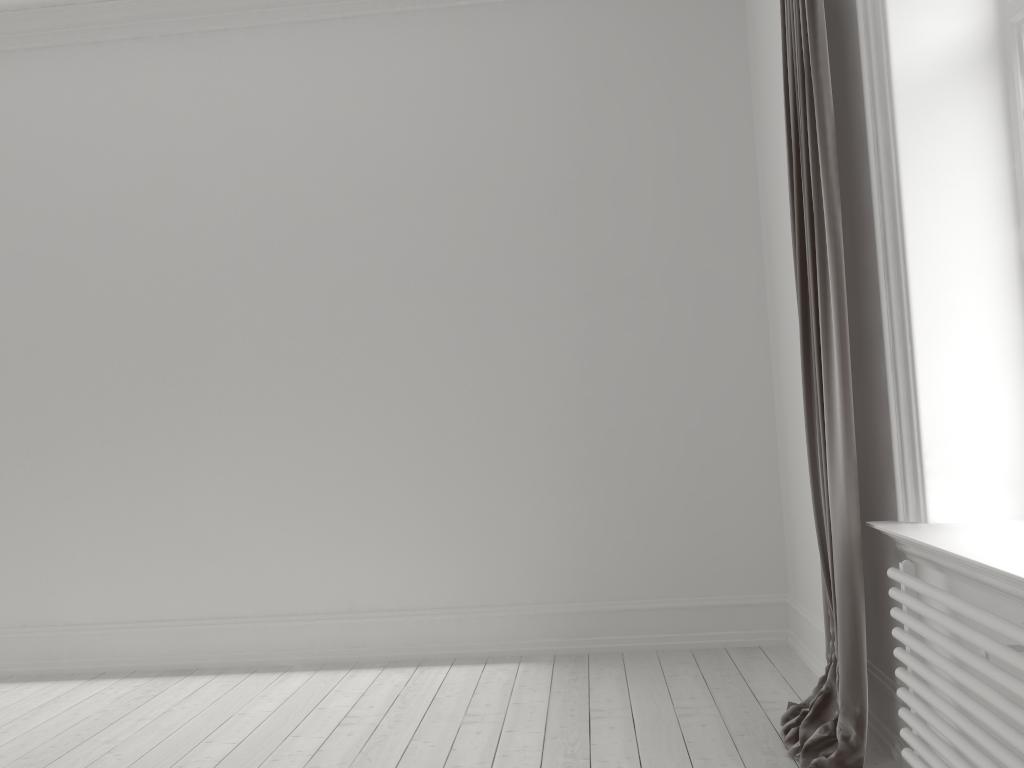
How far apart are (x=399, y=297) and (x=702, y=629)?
2.0m

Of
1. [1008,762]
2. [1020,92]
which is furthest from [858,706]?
[1020,92]

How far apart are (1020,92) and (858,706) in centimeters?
163cm

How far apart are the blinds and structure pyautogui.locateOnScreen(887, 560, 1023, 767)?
0.2 meters

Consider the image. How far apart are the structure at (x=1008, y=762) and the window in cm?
100

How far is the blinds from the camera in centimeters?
234cm

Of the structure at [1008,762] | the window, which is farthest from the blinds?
the window

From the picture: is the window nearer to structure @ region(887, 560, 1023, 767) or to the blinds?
the blinds

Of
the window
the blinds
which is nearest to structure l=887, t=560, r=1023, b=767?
the blinds

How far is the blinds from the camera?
2.3m
